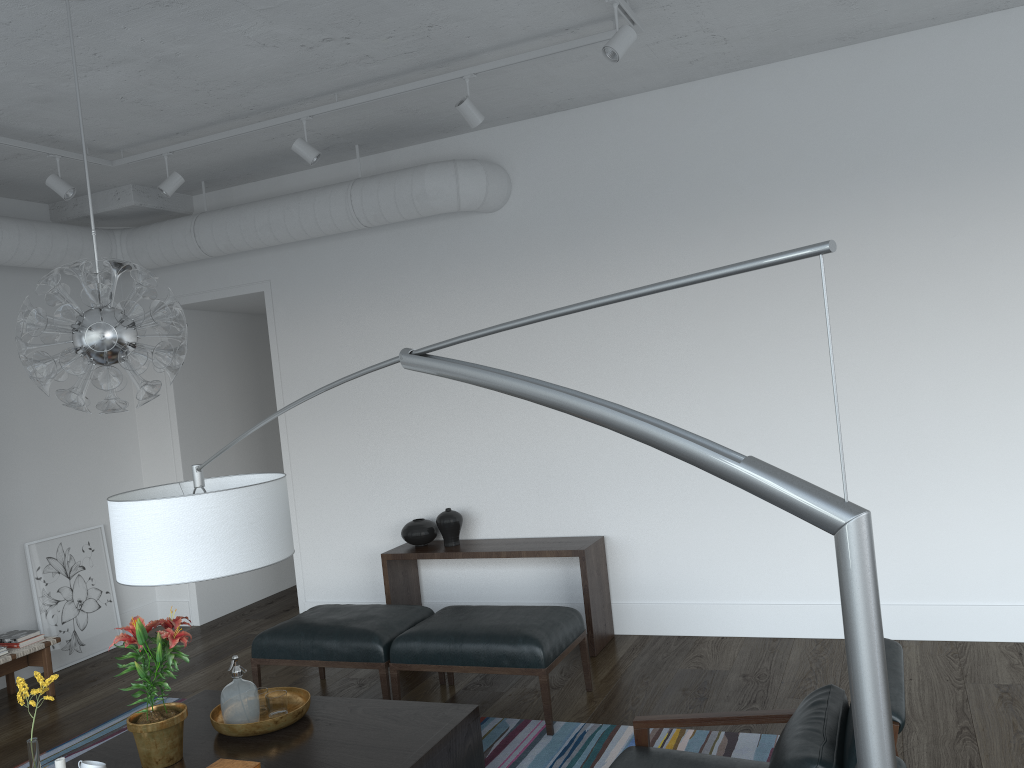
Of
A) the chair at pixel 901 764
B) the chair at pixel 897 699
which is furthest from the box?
the chair at pixel 901 764

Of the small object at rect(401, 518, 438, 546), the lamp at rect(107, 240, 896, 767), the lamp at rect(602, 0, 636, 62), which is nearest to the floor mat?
the small object at rect(401, 518, 438, 546)

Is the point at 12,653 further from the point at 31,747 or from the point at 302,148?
the point at 302,148

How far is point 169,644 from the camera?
3.1 meters

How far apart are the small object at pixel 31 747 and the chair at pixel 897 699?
1.9 meters

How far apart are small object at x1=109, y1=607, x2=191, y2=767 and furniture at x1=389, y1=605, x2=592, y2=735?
1.2 meters

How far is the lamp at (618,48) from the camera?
3.60m

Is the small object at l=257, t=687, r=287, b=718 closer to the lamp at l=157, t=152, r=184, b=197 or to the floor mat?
the floor mat

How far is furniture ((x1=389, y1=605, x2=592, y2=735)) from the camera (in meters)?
4.07

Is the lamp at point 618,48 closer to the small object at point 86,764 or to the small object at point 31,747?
the small object at point 31,747
